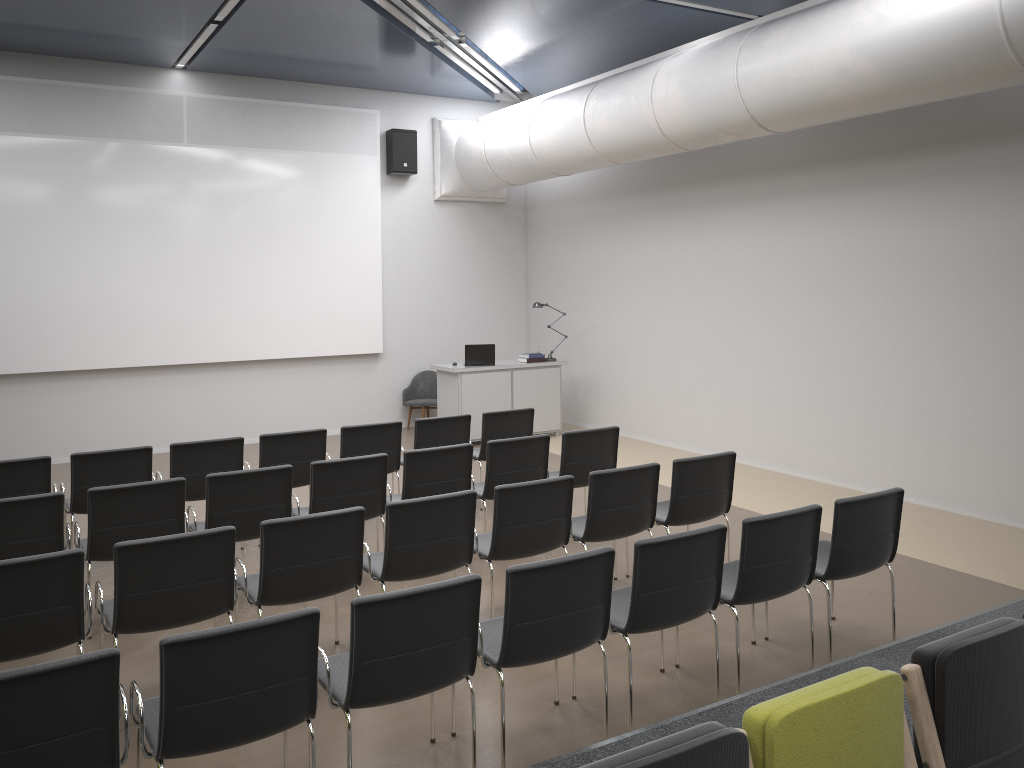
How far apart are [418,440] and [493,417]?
0.76m

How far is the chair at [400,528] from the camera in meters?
4.9 m

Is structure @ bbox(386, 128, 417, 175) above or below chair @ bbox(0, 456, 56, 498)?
above

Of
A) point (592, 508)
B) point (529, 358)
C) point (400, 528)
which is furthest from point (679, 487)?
point (529, 358)

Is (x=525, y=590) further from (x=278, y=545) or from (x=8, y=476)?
(x=8, y=476)

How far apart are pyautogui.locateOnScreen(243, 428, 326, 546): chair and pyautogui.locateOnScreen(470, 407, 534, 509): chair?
1.5 meters

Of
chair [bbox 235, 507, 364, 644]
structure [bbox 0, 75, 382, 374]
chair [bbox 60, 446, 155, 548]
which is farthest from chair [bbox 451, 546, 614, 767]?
structure [bbox 0, 75, 382, 374]

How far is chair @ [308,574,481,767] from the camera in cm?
345

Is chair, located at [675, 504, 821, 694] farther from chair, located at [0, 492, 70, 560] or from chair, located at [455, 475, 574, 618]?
chair, located at [0, 492, 70, 560]

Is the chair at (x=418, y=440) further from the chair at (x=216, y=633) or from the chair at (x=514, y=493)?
the chair at (x=216, y=633)
